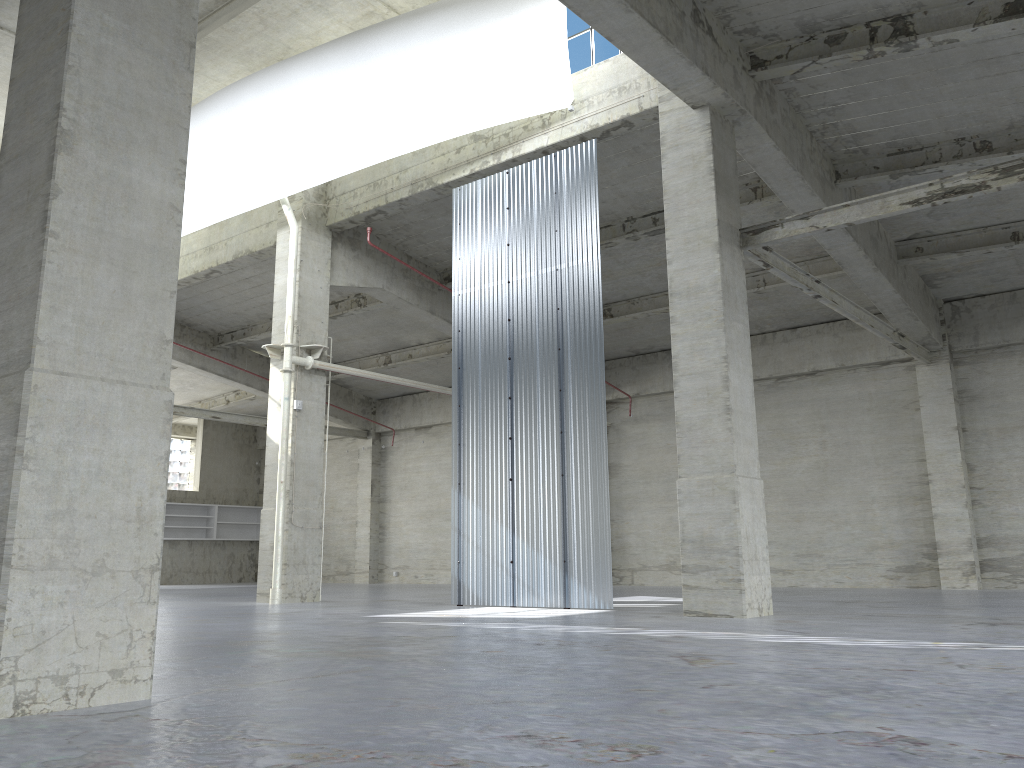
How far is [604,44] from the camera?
20.69m

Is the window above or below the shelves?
above

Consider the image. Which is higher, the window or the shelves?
the window

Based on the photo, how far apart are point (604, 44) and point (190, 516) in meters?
34.6 m

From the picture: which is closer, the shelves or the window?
the window

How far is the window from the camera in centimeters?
2068cm

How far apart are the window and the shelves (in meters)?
33.32

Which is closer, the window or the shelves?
the window

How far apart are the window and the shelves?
33.3 meters

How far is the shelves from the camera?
45.3 meters
